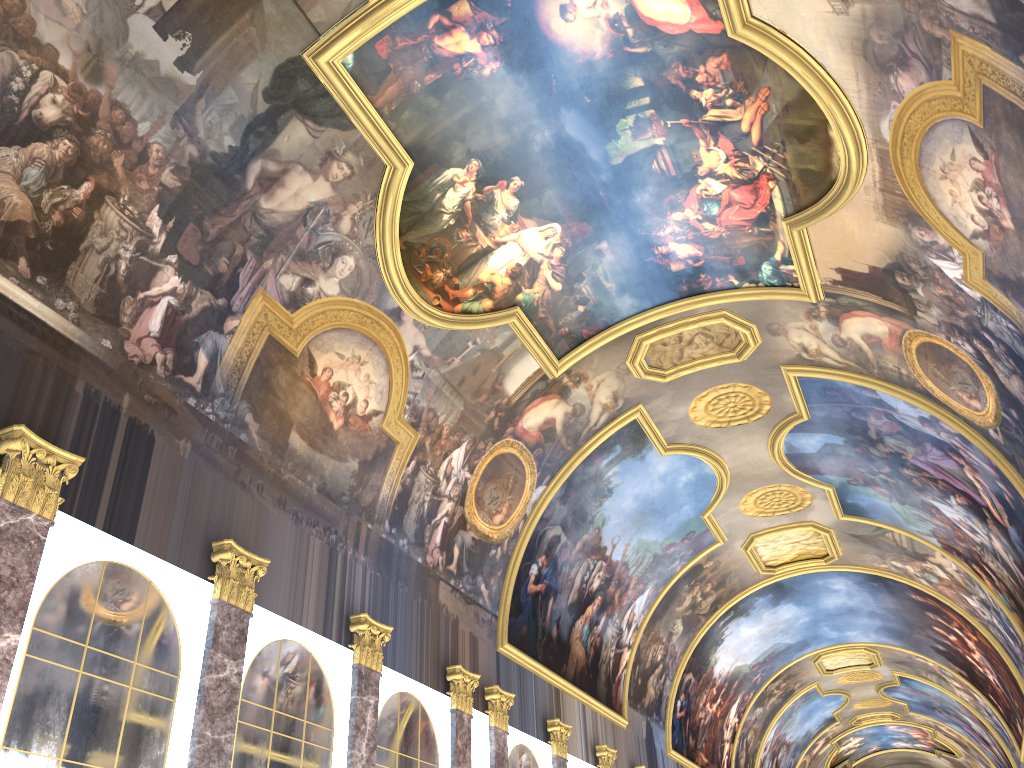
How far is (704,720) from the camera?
34.5 meters

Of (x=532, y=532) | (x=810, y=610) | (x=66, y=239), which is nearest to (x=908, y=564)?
(x=810, y=610)
